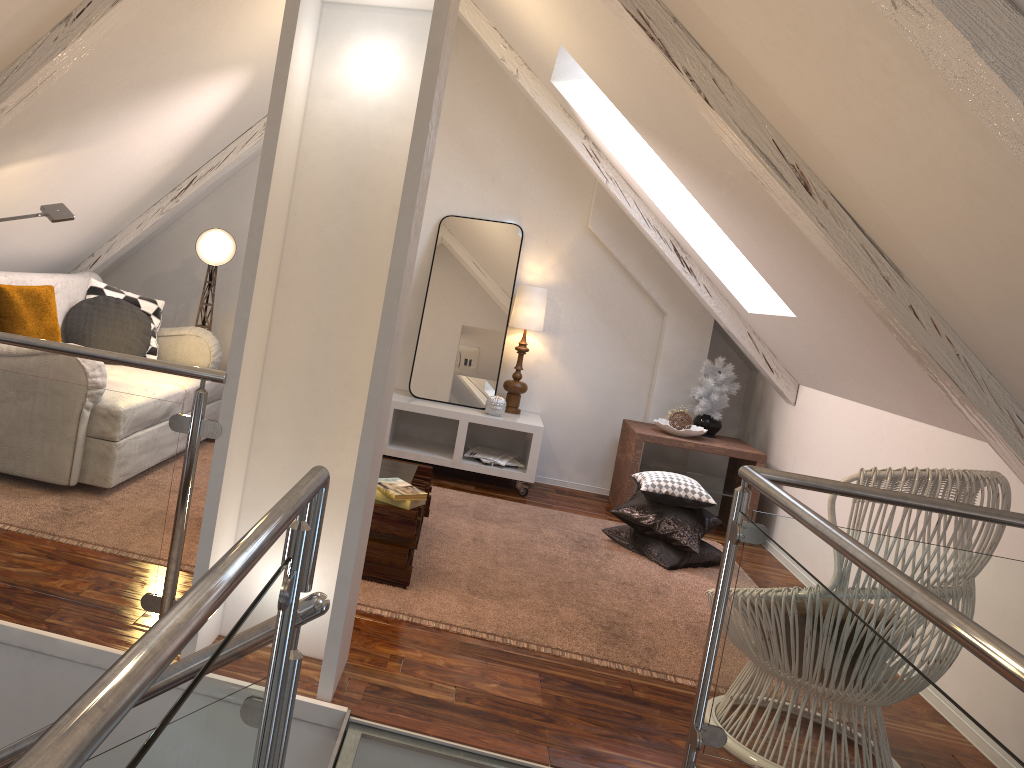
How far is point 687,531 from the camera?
3.80m

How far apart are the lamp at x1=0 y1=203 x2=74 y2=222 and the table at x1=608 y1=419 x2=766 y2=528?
2.72m

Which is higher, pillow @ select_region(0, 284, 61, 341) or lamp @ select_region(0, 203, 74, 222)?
lamp @ select_region(0, 203, 74, 222)

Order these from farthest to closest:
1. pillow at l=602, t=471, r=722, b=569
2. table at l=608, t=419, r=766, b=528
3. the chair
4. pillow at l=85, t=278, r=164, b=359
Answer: table at l=608, t=419, r=766, b=528 → pillow at l=85, t=278, r=164, b=359 → pillow at l=602, t=471, r=722, b=569 → the chair

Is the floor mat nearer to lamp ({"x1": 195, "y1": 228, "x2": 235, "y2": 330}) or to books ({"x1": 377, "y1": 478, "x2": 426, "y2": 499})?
books ({"x1": 377, "y1": 478, "x2": 426, "y2": 499})

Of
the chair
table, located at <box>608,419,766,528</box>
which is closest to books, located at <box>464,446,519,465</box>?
table, located at <box>608,419,766,528</box>

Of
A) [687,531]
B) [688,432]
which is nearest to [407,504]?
[687,531]

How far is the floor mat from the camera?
2.7 meters

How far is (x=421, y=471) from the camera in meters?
3.6 m

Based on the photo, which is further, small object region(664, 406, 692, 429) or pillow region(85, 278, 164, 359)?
small object region(664, 406, 692, 429)
